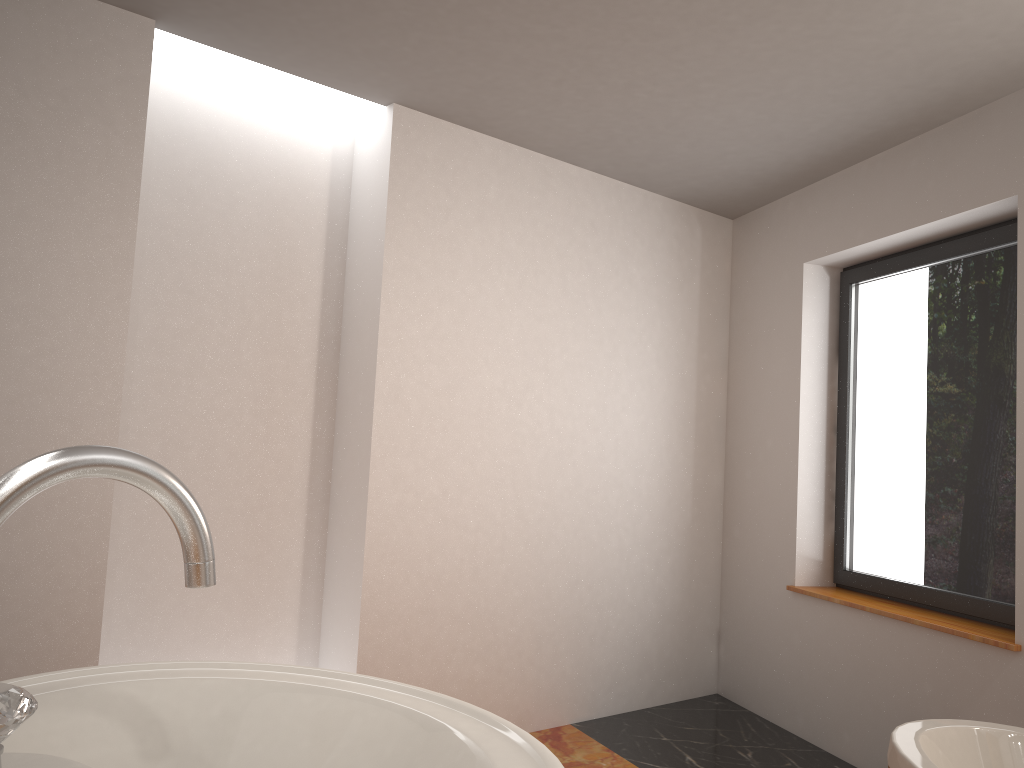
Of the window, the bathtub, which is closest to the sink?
the bathtub

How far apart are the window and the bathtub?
0.8m

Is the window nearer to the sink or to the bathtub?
the bathtub

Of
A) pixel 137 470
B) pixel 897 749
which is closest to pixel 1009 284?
pixel 897 749

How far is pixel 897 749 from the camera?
2.2m

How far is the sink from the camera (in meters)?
0.58

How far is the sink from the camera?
0.6m

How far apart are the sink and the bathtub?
1.8m

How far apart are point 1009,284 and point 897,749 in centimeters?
183cm

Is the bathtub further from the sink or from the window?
the sink
